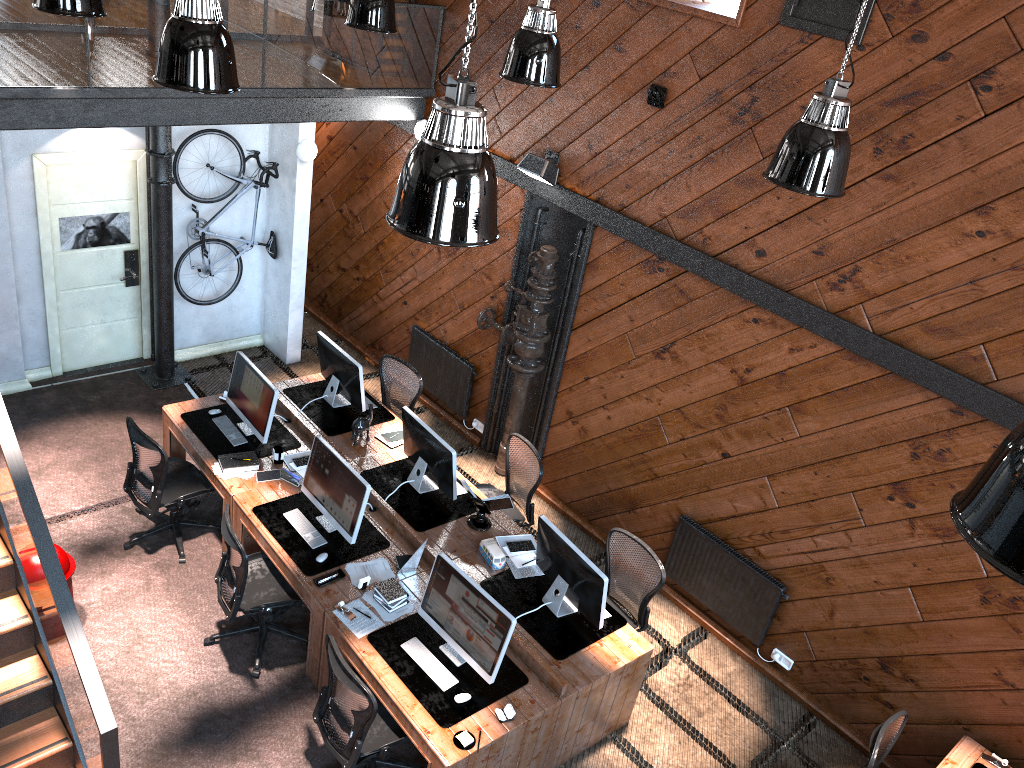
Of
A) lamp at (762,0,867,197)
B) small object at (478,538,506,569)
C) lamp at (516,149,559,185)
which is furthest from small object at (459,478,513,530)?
lamp at (762,0,867,197)

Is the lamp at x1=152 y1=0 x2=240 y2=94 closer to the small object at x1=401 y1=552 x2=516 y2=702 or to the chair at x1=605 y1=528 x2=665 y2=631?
the small object at x1=401 y1=552 x2=516 y2=702

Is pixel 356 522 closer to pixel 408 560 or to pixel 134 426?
pixel 408 560

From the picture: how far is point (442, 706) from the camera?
5.2m

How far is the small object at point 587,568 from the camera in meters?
5.7 m

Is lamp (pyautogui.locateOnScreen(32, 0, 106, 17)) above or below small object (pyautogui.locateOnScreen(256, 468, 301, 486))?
above

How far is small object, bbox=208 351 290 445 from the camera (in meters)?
7.00

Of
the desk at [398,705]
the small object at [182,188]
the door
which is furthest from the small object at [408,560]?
the door

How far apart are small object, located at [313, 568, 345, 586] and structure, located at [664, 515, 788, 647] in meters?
2.8 m

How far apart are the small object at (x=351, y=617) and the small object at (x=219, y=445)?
1.8m
